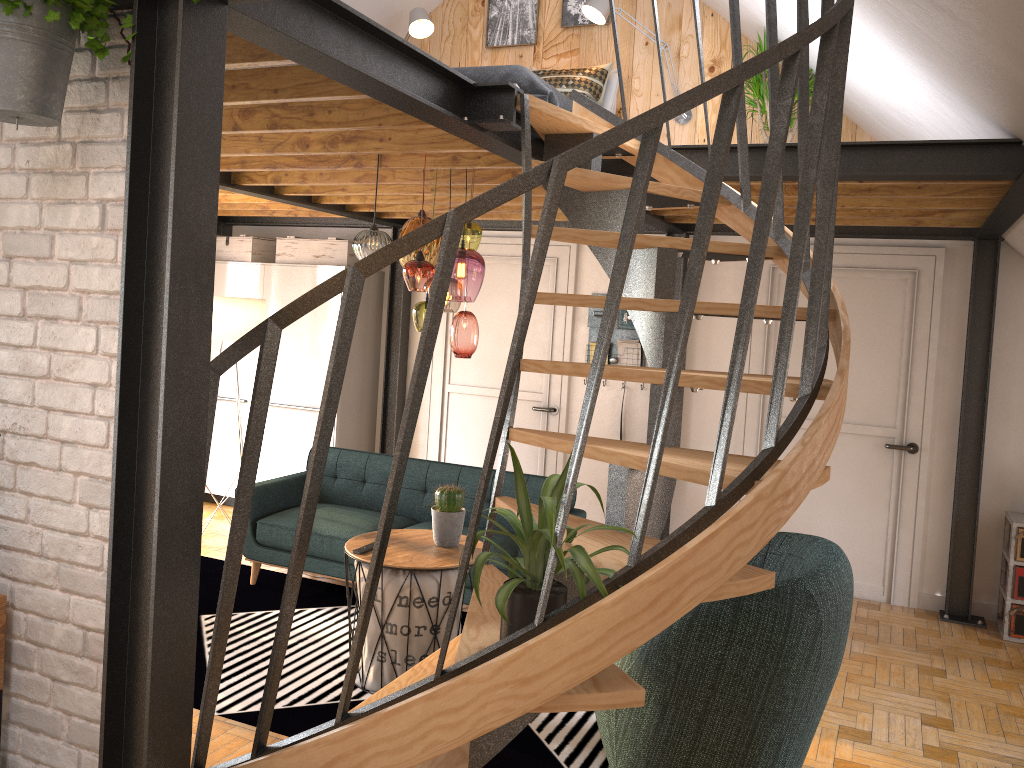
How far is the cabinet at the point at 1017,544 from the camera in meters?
5.2 m

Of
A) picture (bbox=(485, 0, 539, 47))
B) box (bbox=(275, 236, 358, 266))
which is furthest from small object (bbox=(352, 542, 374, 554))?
picture (bbox=(485, 0, 539, 47))

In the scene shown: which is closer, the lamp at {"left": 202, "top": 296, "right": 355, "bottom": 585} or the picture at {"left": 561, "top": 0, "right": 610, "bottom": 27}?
the lamp at {"left": 202, "top": 296, "right": 355, "bottom": 585}

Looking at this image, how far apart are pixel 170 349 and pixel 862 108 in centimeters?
452cm

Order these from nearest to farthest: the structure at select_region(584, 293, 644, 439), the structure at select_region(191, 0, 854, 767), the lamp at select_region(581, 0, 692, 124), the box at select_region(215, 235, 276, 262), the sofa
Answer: the structure at select_region(191, 0, 854, 767)
the sofa
the lamp at select_region(581, 0, 692, 124)
the structure at select_region(584, 293, 644, 439)
the box at select_region(215, 235, 276, 262)

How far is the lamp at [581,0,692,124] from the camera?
5.8m

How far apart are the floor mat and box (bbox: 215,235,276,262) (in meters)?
2.50

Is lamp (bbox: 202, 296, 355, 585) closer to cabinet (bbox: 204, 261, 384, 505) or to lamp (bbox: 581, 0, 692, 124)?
cabinet (bbox: 204, 261, 384, 505)

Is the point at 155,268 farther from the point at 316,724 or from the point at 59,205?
the point at 316,724

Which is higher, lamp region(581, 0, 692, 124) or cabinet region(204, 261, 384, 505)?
lamp region(581, 0, 692, 124)
